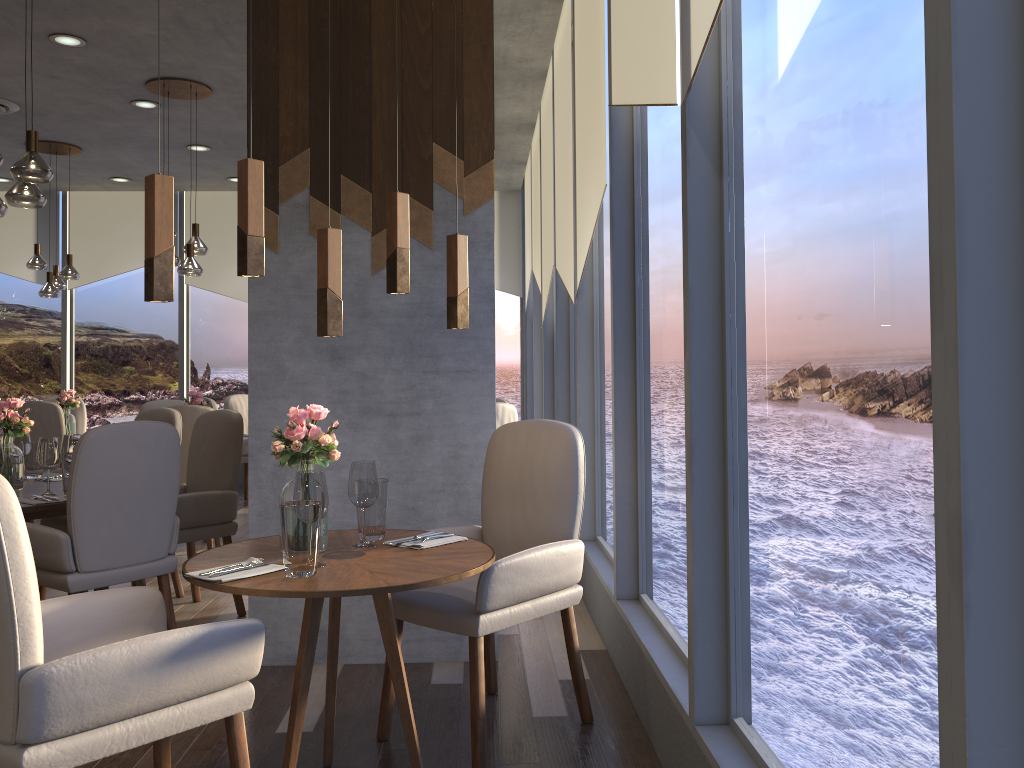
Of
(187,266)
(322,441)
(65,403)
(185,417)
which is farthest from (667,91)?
(65,403)

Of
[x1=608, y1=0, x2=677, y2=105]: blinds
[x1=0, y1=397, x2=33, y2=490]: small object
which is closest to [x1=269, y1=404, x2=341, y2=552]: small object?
[x1=608, y1=0, x2=677, y2=105]: blinds

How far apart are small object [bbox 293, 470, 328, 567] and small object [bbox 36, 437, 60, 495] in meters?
2.0 m

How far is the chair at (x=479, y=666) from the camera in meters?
2.6

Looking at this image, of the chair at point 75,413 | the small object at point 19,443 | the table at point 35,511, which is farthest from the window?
the small object at point 19,443

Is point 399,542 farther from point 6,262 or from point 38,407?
point 6,262

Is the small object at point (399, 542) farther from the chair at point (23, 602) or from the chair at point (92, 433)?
the chair at point (92, 433)

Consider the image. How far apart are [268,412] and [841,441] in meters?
2.6 m

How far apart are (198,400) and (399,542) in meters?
4.1

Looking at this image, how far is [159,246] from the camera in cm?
208
